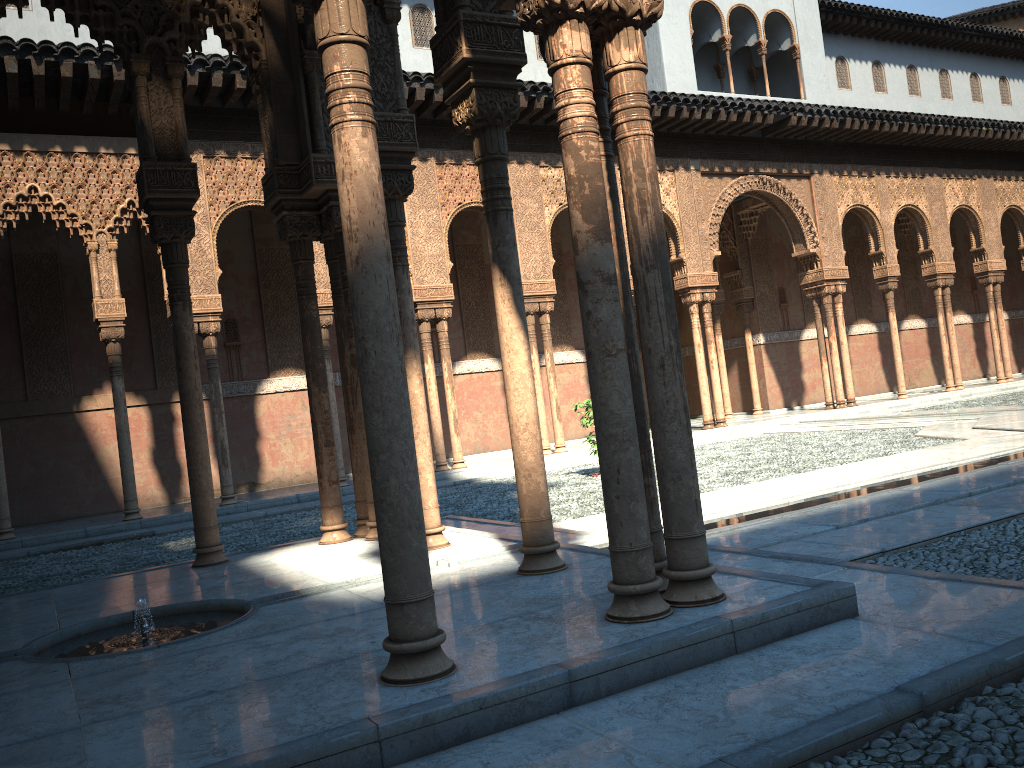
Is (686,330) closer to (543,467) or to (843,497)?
(843,497)

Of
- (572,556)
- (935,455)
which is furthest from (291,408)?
(572,556)
